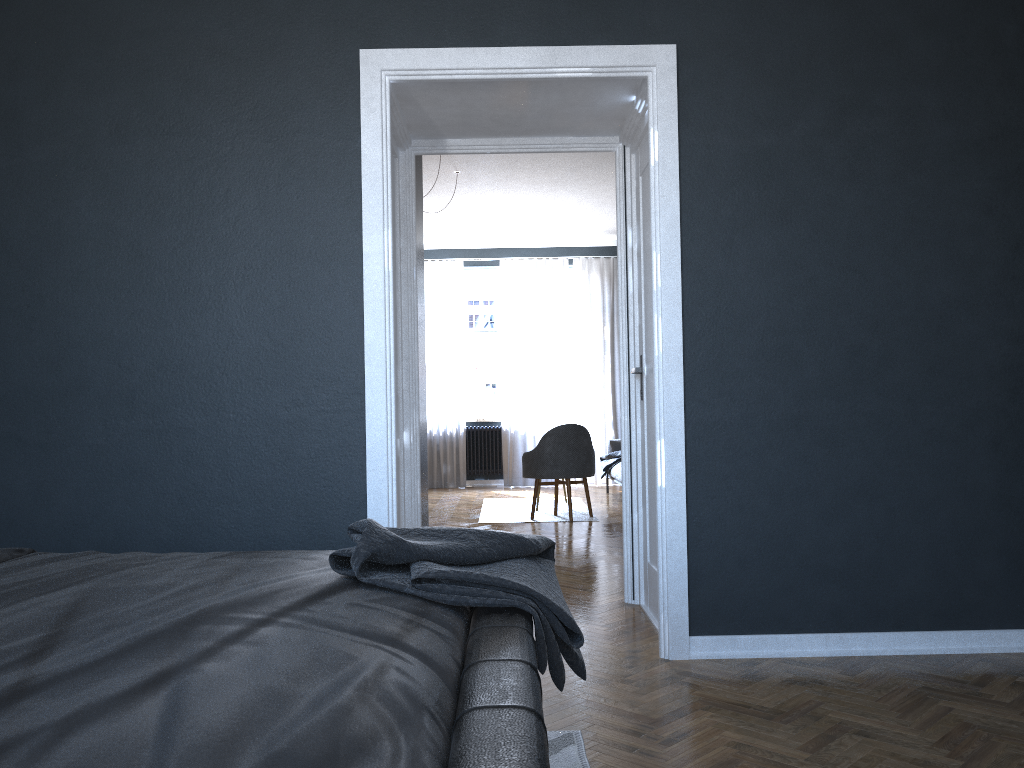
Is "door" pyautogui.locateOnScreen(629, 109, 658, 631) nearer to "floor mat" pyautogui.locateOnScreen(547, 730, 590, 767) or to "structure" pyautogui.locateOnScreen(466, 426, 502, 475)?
"floor mat" pyautogui.locateOnScreen(547, 730, 590, 767)

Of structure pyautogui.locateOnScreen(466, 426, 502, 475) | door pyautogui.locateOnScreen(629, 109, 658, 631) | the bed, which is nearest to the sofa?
structure pyautogui.locateOnScreen(466, 426, 502, 475)

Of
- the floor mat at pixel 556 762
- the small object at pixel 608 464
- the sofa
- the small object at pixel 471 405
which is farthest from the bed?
the small object at pixel 471 405

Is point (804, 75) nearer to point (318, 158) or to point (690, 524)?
point (690, 524)

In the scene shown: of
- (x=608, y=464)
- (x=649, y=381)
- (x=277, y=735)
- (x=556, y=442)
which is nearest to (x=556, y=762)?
(x=277, y=735)

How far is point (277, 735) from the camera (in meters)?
0.93

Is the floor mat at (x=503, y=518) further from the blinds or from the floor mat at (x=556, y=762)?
the floor mat at (x=556, y=762)

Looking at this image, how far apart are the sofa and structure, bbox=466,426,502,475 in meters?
1.7

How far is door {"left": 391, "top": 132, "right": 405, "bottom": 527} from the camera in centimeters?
413cm

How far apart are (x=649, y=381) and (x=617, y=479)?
4.6m
